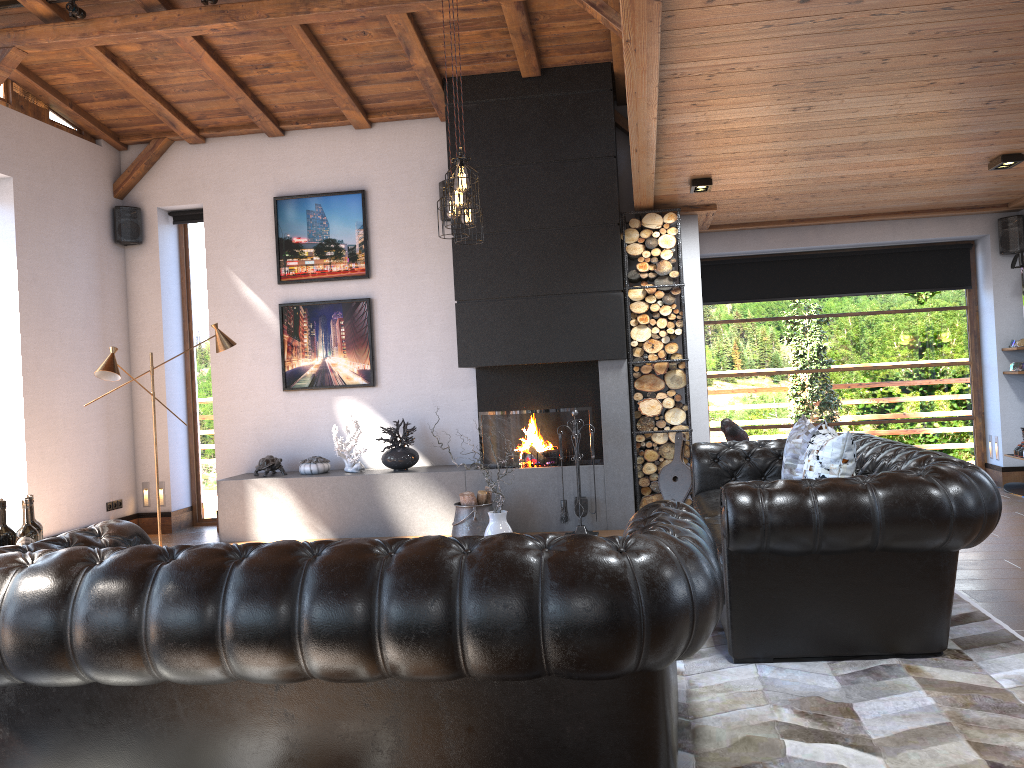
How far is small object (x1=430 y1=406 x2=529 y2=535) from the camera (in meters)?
4.44

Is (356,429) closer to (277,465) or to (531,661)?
(277,465)

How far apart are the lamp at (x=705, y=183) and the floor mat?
3.28m

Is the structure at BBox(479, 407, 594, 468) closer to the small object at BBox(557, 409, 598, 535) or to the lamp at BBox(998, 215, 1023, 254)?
the small object at BBox(557, 409, 598, 535)

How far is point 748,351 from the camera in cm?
917

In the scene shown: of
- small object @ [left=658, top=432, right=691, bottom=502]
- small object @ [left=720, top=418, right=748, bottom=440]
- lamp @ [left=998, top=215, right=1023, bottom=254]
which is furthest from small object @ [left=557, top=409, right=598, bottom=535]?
lamp @ [left=998, top=215, right=1023, bottom=254]

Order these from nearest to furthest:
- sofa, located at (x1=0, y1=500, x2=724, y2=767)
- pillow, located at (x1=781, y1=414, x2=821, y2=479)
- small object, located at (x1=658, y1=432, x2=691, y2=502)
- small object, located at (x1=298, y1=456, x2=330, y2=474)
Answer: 1. sofa, located at (x1=0, y1=500, x2=724, y2=767)
2. pillow, located at (x1=781, y1=414, x2=821, y2=479)
3. small object, located at (x1=658, y1=432, x2=691, y2=502)
4. small object, located at (x1=298, y1=456, x2=330, y2=474)

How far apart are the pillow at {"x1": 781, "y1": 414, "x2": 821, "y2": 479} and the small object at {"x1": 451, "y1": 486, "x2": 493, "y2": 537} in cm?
261

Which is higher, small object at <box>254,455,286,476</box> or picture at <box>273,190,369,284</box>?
picture at <box>273,190,369,284</box>

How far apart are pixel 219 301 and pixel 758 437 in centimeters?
554cm
